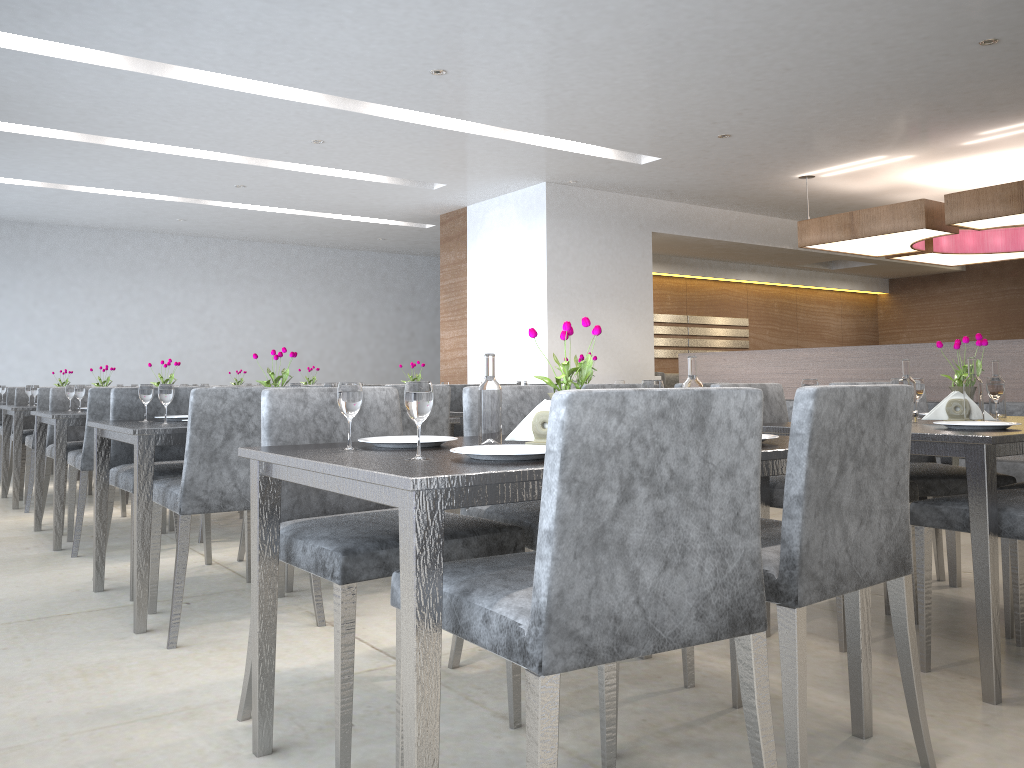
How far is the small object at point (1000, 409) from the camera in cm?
308

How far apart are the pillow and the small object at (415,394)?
4.7 meters

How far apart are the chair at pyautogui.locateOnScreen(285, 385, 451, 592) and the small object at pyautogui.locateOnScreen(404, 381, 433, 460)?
1.5m

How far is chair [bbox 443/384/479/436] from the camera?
4.49m

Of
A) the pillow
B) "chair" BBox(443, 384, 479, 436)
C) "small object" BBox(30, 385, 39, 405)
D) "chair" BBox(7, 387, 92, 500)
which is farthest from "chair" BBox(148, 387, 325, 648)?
the pillow

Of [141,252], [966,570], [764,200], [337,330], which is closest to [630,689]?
[966,570]

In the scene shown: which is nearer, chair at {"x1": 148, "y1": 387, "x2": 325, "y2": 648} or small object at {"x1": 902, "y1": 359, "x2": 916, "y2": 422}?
chair at {"x1": 148, "y1": 387, "x2": 325, "y2": 648}

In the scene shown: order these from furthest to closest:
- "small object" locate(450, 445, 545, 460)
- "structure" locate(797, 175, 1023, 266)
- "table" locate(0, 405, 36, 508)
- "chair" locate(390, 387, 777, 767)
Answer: "structure" locate(797, 175, 1023, 266), "table" locate(0, 405, 36, 508), "small object" locate(450, 445, 545, 460), "chair" locate(390, 387, 777, 767)

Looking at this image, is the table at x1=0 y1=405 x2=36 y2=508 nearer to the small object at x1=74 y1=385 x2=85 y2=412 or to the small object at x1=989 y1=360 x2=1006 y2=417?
the small object at x1=74 y1=385 x2=85 y2=412

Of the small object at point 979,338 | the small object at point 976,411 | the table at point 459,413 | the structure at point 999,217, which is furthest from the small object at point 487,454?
the structure at point 999,217
